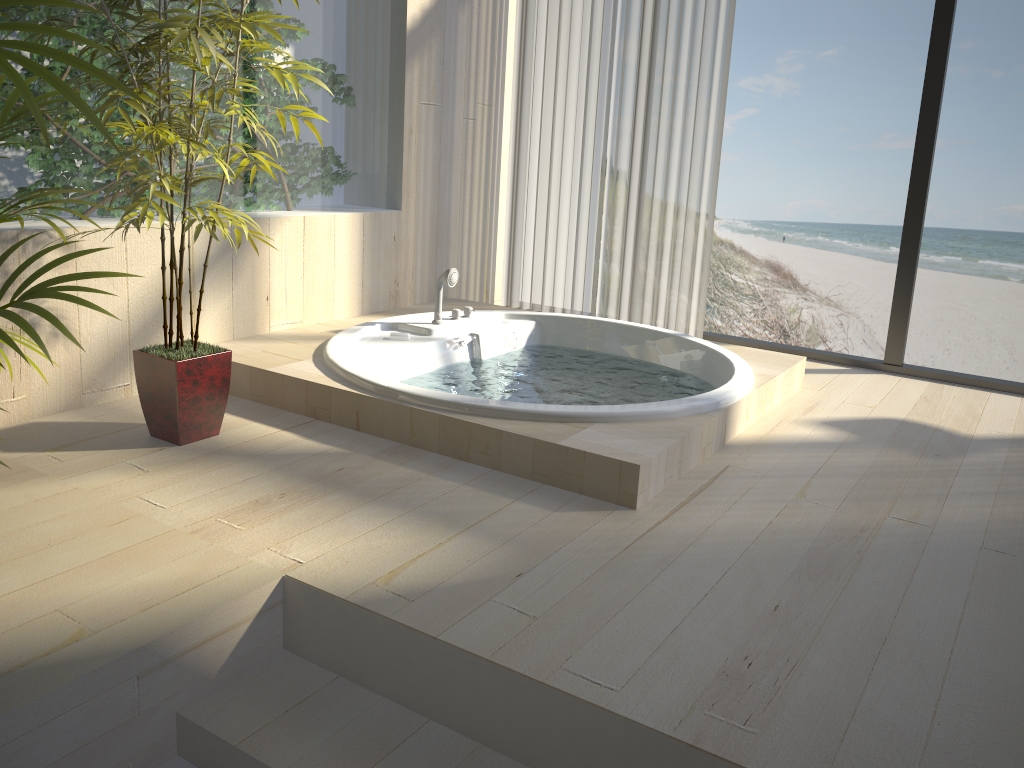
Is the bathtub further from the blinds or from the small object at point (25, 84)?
the small object at point (25, 84)

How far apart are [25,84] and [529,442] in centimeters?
166cm

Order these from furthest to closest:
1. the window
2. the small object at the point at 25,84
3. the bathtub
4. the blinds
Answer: the blinds < the window < the bathtub < the small object at the point at 25,84

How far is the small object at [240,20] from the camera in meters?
2.3 m

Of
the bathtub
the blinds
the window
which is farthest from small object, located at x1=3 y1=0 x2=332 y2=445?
the window

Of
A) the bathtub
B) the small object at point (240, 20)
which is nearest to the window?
the bathtub

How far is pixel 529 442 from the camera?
2.5 meters

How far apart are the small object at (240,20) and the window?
2.4 meters

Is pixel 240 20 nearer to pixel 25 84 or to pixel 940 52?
pixel 25 84

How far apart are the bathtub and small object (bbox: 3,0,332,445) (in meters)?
0.30
